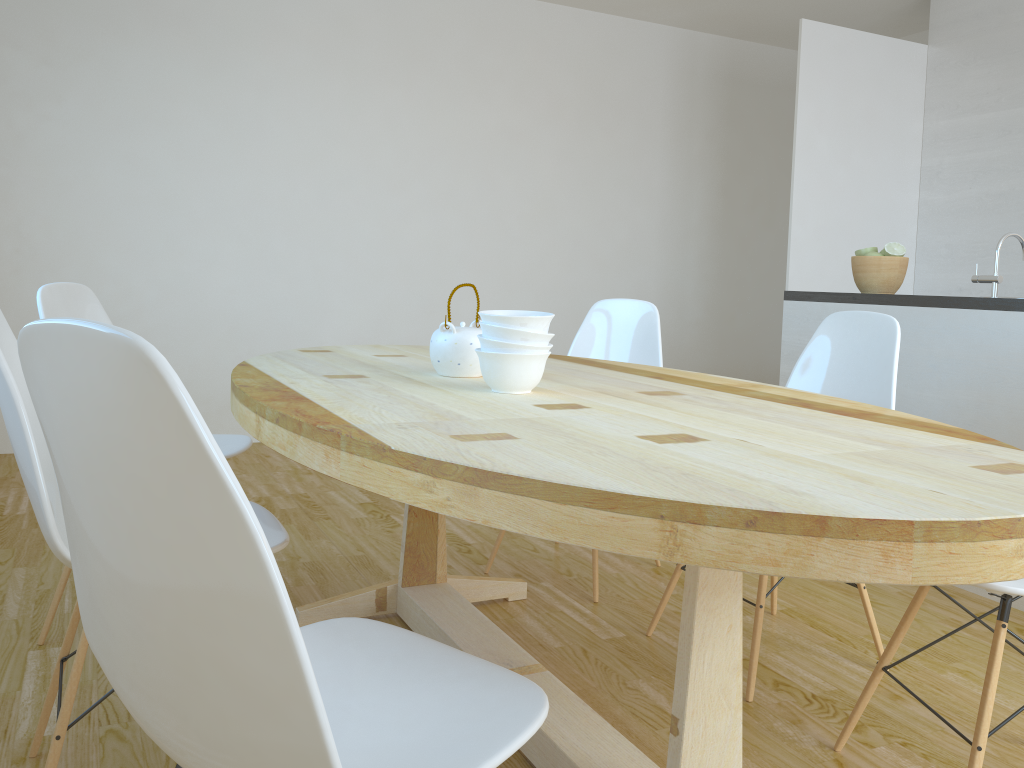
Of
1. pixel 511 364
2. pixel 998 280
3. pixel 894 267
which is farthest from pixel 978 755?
pixel 894 267

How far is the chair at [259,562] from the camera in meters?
0.7 m

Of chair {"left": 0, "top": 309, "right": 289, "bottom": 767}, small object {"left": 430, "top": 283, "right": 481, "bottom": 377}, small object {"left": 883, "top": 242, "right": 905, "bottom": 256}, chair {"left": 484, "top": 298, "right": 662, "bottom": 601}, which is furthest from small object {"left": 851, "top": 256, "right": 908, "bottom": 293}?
chair {"left": 0, "top": 309, "right": 289, "bottom": 767}

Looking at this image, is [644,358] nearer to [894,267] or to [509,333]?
[894,267]

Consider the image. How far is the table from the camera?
0.9m

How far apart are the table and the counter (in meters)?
Answer: 1.21

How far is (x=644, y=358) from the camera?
3.0 meters

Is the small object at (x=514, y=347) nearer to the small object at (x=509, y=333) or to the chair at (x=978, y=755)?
the small object at (x=509, y=333)

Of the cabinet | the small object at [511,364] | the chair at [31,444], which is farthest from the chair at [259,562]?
the cabinet

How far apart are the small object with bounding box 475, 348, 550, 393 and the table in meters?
0.0
